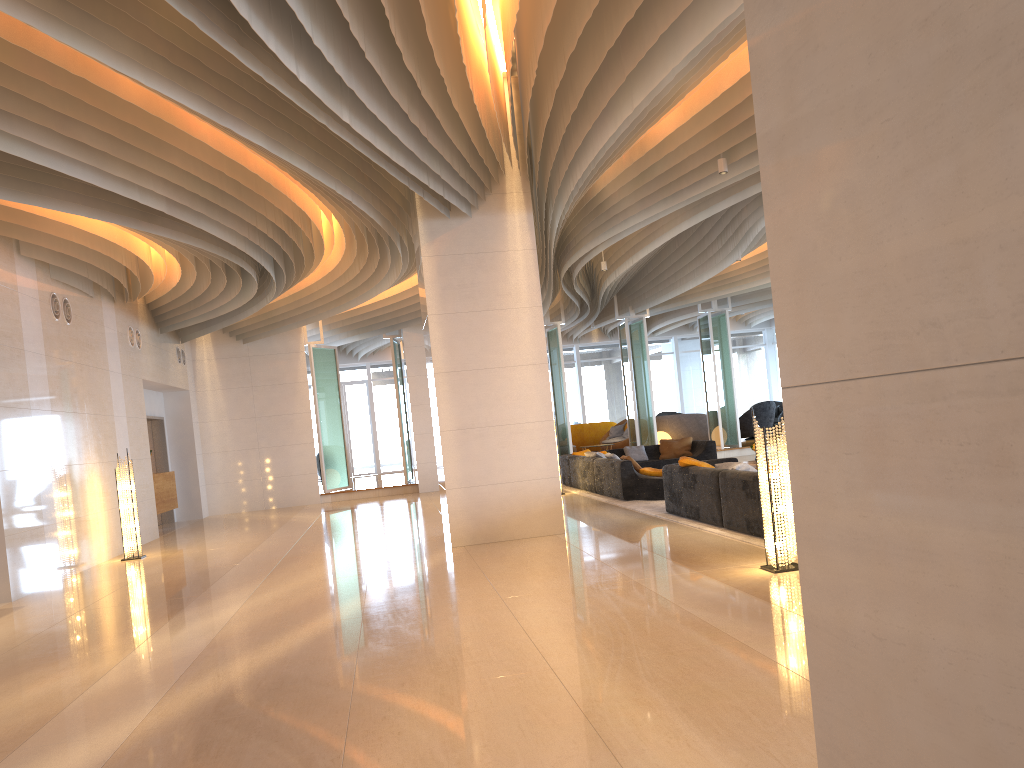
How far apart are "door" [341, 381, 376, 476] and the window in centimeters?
24cm

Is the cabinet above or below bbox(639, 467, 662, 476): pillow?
above

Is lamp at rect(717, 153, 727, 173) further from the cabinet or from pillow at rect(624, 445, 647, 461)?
the cabinet

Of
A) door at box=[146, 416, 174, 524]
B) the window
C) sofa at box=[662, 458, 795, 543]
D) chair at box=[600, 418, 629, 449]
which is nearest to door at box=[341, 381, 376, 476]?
the window

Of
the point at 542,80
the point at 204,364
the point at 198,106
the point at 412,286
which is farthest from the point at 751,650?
the point at 204,364

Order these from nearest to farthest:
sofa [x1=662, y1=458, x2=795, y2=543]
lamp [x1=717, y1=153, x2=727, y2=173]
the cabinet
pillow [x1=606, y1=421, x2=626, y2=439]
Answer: sofa [x1=662, y1=458, x2=795, y2=543] < lamp [x1=717, y1=153, x2=727, y2=173] < the cabinet < pillow [x1=606, y1=421, x2=626, y2=439]

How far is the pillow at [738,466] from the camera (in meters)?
8.93

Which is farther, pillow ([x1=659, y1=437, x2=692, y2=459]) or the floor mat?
pillow ([x1=659, y1=437, x2=692, y2=459])

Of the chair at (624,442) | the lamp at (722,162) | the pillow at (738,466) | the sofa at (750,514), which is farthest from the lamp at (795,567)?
the chair at (624,442)

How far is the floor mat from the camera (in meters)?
8.01
